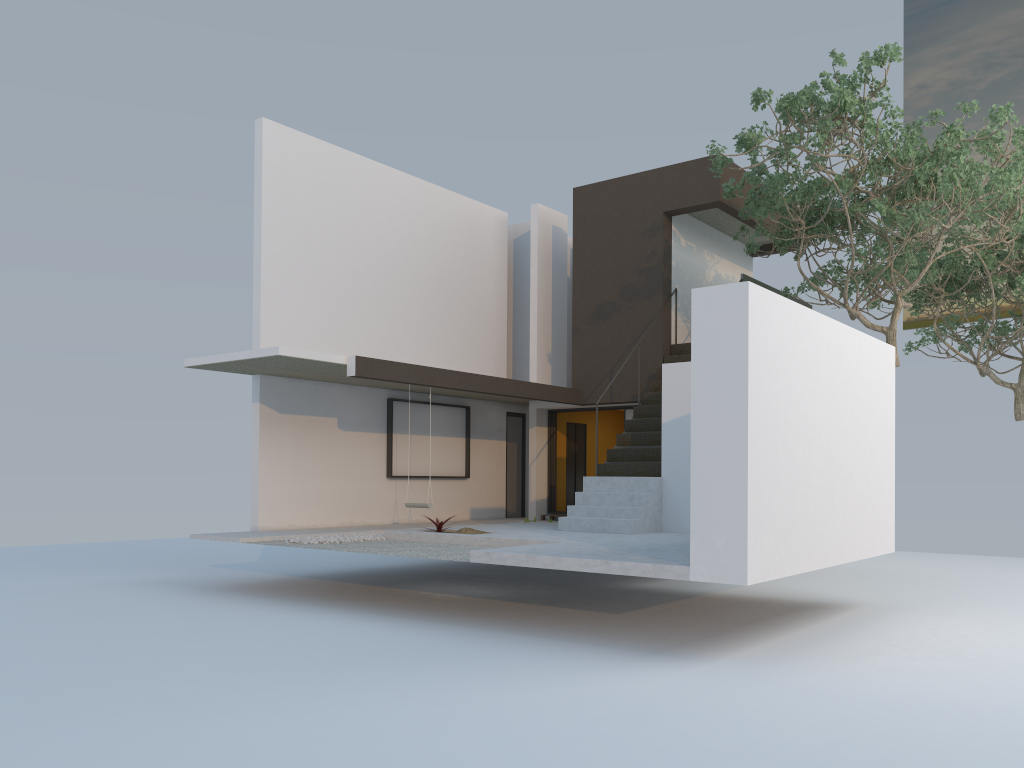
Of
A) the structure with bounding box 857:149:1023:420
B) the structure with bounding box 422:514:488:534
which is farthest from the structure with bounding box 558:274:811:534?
the structure with bounding box 857:149:1023:420

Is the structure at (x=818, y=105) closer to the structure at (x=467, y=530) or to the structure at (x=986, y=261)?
the structure at (x=986, y=261)

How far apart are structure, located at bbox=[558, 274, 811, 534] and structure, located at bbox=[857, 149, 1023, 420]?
4.3m

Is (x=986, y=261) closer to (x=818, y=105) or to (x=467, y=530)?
(x=818, y=105)

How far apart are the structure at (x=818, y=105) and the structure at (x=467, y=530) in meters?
5.5

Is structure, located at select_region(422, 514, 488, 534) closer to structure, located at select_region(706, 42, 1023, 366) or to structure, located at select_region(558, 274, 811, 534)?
structure, located at select_region(558, 274, 811, 534)

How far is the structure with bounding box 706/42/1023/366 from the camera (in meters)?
10.29

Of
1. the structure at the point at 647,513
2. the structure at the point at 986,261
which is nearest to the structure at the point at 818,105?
the structure at the point at 647,513

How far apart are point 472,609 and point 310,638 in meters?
2.3 m

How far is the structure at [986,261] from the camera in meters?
15.9
